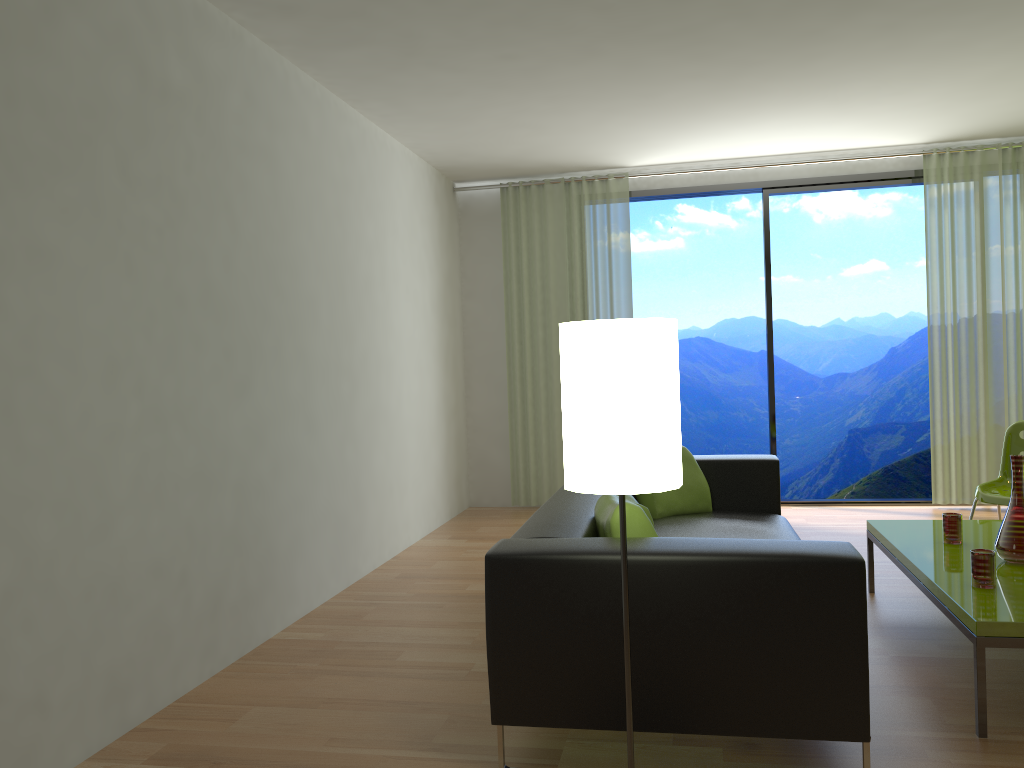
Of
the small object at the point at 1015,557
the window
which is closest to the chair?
the small object at the point at 1015,557

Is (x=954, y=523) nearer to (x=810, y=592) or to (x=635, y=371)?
(x=810, y=592)

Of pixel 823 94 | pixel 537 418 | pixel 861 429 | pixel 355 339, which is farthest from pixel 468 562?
pixel 861 429

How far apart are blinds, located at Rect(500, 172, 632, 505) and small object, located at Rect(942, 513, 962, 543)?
3.47m

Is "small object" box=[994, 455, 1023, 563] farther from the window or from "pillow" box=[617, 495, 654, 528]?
the window

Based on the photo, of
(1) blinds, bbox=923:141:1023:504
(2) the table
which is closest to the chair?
(2) the table

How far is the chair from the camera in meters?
4.4 m

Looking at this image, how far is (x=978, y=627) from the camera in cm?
261

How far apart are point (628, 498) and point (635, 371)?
1.4m

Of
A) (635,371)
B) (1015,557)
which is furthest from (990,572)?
(635,371)
